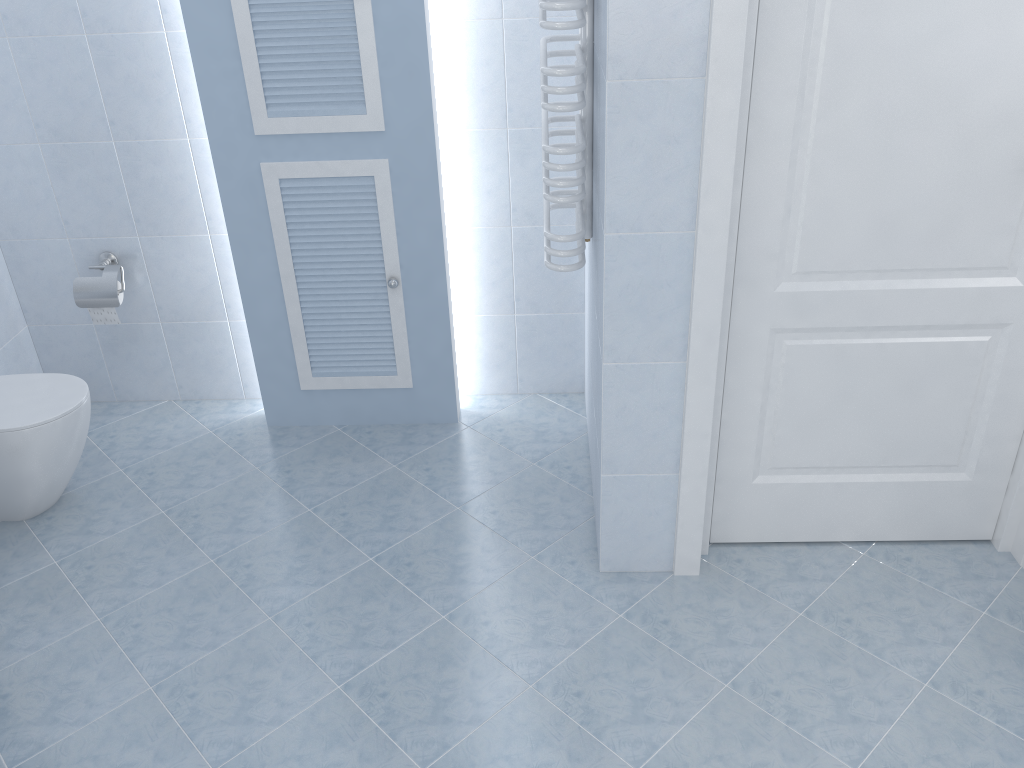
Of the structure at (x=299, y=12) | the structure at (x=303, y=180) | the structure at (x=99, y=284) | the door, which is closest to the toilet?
the structure at (x=99, y=284)

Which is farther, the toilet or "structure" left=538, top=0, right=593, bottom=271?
the toilet

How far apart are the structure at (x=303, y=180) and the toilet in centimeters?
67cm

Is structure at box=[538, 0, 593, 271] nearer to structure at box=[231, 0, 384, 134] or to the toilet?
structure at box=[231, 0, 384, 134]

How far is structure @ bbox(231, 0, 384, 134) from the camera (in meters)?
2.54

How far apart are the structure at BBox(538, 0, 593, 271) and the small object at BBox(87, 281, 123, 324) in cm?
159

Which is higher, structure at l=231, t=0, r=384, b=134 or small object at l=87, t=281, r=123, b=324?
structure at l=231, t=0, r=384, b=134

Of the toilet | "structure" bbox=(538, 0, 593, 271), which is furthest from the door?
the toilet

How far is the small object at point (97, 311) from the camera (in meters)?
3.10

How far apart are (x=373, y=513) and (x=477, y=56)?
1.5m
